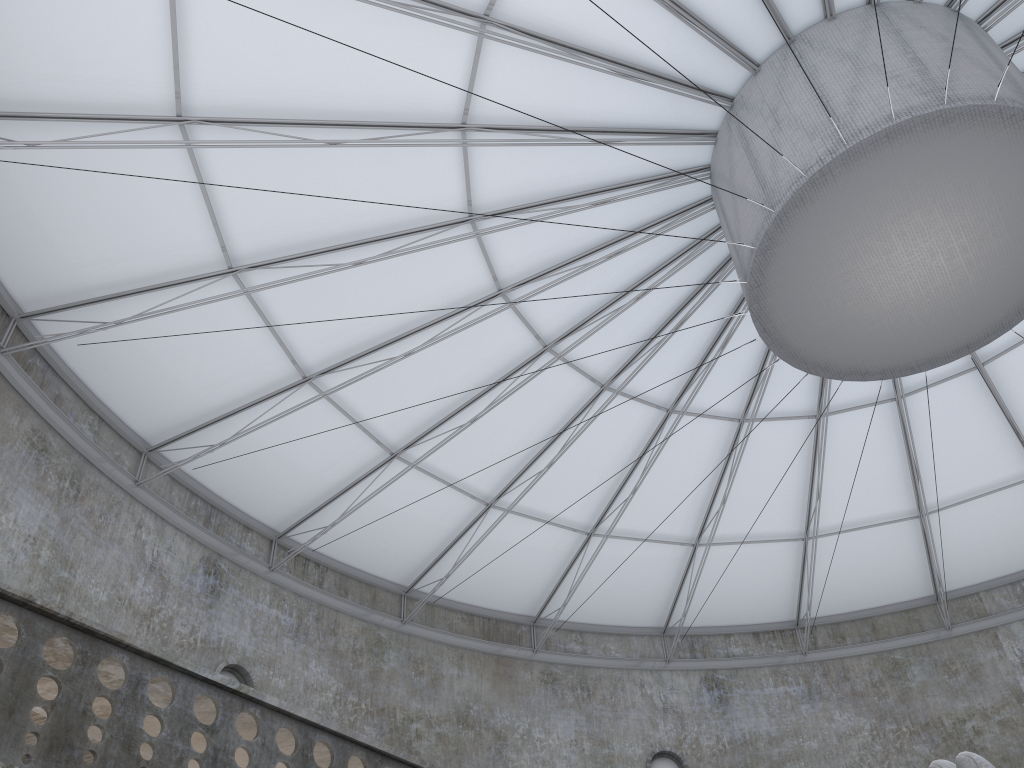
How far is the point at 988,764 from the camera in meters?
11.3

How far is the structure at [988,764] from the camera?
11.29m

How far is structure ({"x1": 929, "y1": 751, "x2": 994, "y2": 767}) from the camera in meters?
11.3 m
